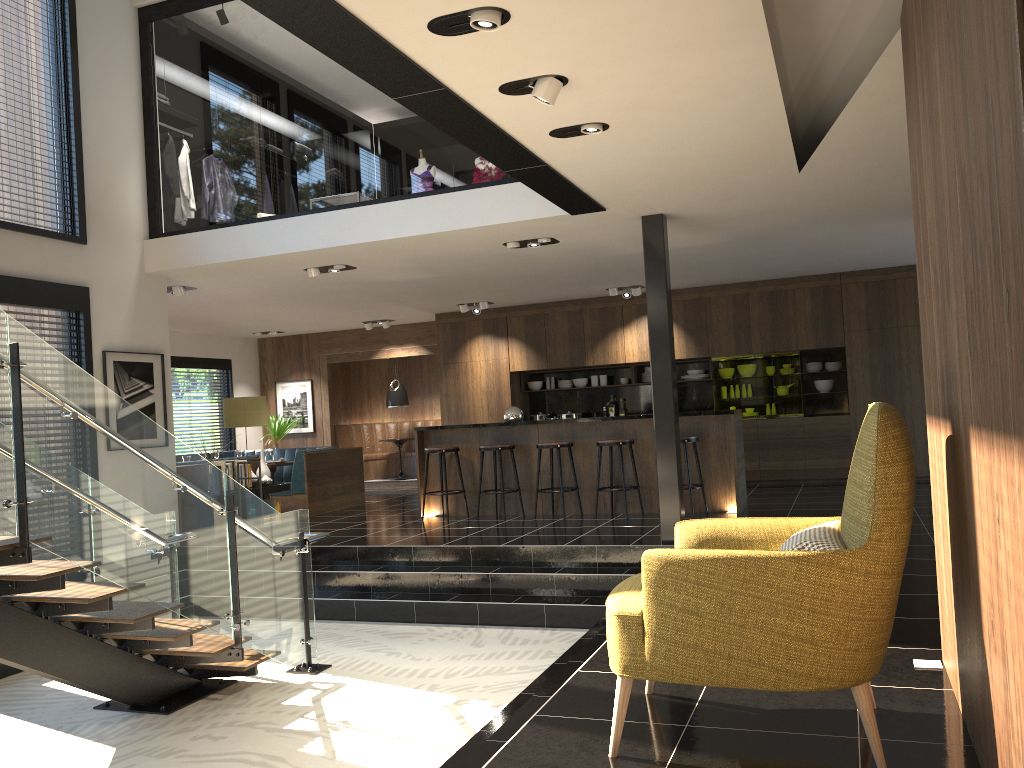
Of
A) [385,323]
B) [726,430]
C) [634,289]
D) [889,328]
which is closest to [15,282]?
[726,430]

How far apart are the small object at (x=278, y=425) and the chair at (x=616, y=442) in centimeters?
716cm

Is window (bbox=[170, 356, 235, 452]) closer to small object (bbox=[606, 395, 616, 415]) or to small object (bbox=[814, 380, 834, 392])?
small object (bbox=[606, 395, 616, 415])

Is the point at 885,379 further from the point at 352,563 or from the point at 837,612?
the point at 837,612

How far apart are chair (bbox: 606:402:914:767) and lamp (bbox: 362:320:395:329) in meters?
10.8

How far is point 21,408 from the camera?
4.1m

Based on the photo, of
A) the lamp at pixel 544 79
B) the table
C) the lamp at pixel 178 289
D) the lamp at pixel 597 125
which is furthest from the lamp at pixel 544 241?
the table

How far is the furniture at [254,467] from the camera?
10.0 meters

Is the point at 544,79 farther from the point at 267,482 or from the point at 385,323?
the point at 385,323

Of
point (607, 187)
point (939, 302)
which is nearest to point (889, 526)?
point (939, 302)
